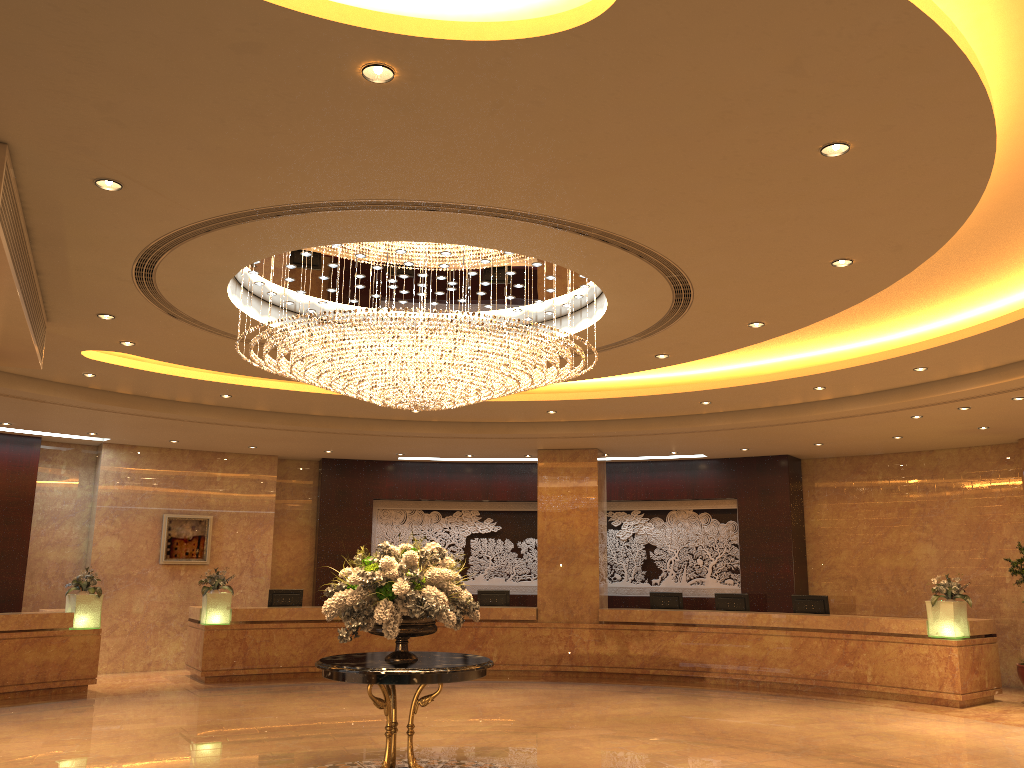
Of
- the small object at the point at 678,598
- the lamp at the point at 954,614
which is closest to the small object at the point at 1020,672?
the lamp at the point at 954,614

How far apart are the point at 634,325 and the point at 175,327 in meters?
4.6

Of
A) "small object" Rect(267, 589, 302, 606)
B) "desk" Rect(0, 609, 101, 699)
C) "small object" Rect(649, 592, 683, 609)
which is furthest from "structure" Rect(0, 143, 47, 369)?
"small object" Rect(649, 592, 683, 609)

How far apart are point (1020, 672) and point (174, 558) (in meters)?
13.92

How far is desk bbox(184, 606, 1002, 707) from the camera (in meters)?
12.71

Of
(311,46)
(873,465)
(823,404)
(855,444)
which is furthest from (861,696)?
(311,46)

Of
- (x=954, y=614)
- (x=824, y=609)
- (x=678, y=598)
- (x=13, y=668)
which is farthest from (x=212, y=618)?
(x=954, y=614)

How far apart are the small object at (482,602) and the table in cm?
847

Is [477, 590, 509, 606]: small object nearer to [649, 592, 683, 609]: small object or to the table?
[649, 592, 683, 609]: small object

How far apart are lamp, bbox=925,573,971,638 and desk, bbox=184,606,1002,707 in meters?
0.1 m
